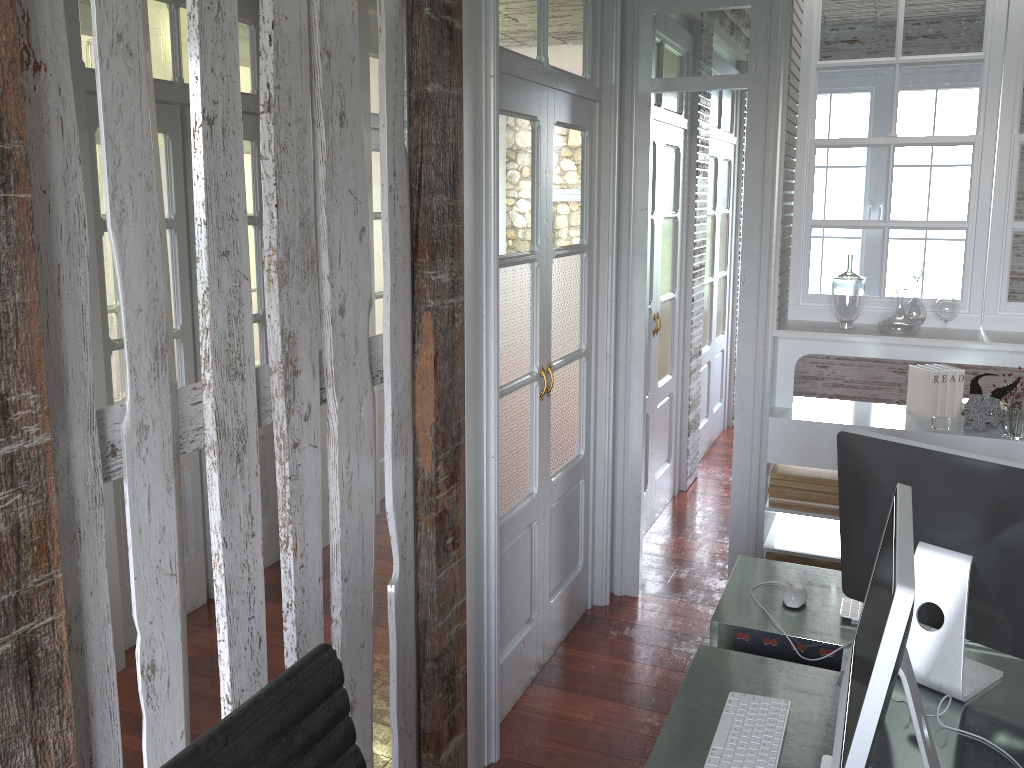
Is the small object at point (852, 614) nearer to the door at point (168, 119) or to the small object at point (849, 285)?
the small object at point (849, 285)

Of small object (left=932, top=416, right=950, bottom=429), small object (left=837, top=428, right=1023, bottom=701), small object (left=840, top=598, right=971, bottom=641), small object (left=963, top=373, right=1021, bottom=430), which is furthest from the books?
small object (left=837, top=428, right=1023, bottom=701)

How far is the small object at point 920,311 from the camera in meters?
3.4 m

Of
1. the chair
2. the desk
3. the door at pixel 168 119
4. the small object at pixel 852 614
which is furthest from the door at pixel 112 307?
the small object at pixel 852 614

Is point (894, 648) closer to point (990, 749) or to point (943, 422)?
point (990, 749)

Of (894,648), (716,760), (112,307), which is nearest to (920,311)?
(716,760)

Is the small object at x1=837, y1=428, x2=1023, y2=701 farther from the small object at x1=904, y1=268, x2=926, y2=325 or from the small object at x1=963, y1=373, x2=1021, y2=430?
the small object at x1=904, y1=268, x2=926, y2=325

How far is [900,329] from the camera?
3.3 meters

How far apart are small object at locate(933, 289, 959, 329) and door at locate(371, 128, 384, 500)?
2.8m

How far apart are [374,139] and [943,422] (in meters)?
3.08
